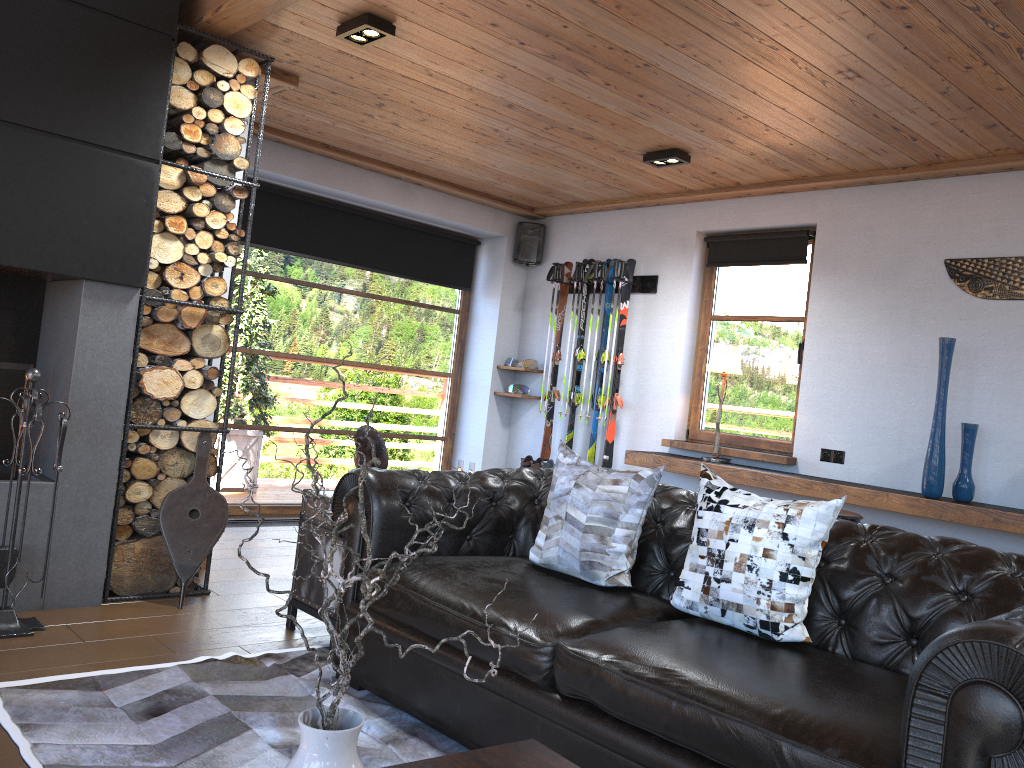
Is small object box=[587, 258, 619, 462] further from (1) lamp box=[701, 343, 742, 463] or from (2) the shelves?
(1) lamp box=[701, 343, 742, 463]

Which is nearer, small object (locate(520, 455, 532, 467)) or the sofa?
the sofa

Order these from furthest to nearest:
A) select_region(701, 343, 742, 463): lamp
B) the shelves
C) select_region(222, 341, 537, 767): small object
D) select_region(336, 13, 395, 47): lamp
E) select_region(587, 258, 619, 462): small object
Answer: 1. select_region(587, 258, 619, 462): small object
2. select_region(701, 343, 742, 463): lamp
3. the shelves
4. select_region(336, 13, 395, 47): lamp
5. select_region(222, 341, 537, 767): small object

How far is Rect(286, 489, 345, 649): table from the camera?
3.73m

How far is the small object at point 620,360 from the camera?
6.6 meters

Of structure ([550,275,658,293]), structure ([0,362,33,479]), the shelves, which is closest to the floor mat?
structure ([0,362,33,479])

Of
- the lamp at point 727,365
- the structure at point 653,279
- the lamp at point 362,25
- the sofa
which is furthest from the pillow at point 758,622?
the structure at point 653,279

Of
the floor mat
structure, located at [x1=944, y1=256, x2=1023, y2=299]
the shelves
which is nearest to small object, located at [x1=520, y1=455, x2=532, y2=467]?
the shelves

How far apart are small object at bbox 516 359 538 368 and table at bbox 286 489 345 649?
3.6 meters

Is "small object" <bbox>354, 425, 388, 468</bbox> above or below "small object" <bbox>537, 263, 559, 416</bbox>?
below
